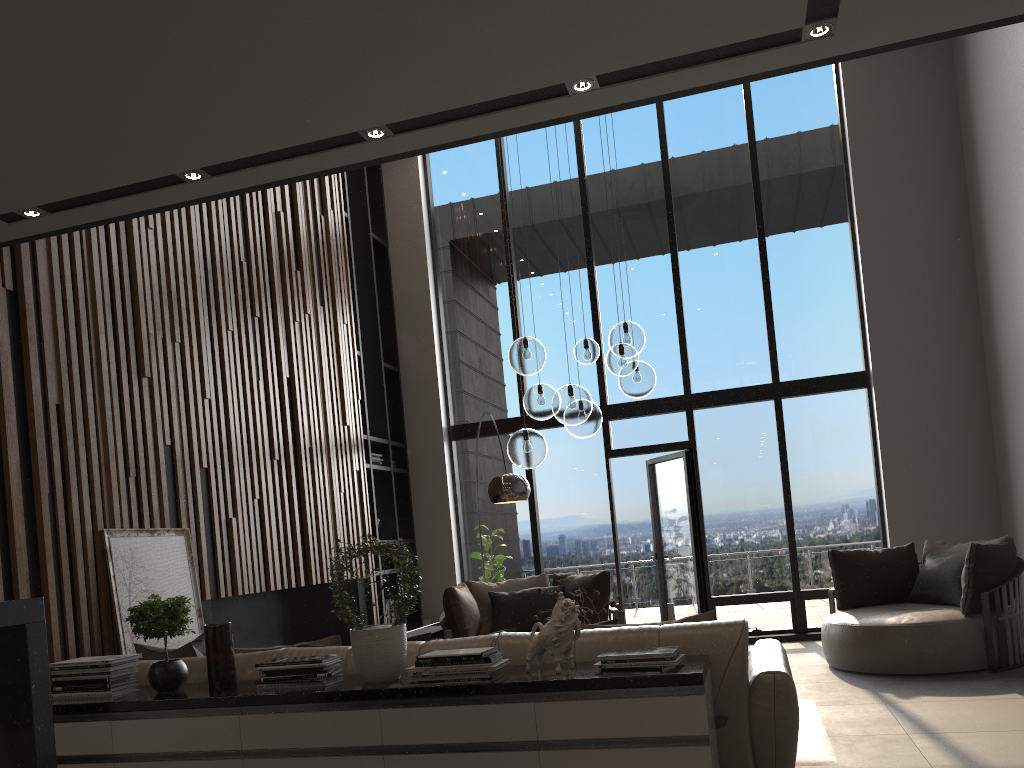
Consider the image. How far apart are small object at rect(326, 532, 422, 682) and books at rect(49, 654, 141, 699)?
1.00m

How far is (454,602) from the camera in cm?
670

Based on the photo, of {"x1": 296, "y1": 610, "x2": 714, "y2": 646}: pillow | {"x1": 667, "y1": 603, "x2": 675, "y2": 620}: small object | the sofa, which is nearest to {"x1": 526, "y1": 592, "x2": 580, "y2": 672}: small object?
the sofa

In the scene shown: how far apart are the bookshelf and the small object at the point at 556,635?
5.36m

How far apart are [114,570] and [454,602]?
2.8 meters

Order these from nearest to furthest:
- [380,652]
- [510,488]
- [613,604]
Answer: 1. [380,652]
2. [613,604]
3. [510,488]

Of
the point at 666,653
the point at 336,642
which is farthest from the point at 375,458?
the point at 666,653

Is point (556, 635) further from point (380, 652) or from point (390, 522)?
point (390, 522)

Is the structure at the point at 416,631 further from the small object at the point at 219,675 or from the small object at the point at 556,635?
the small object at the point at 556,635

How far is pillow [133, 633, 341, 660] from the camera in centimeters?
389cm
